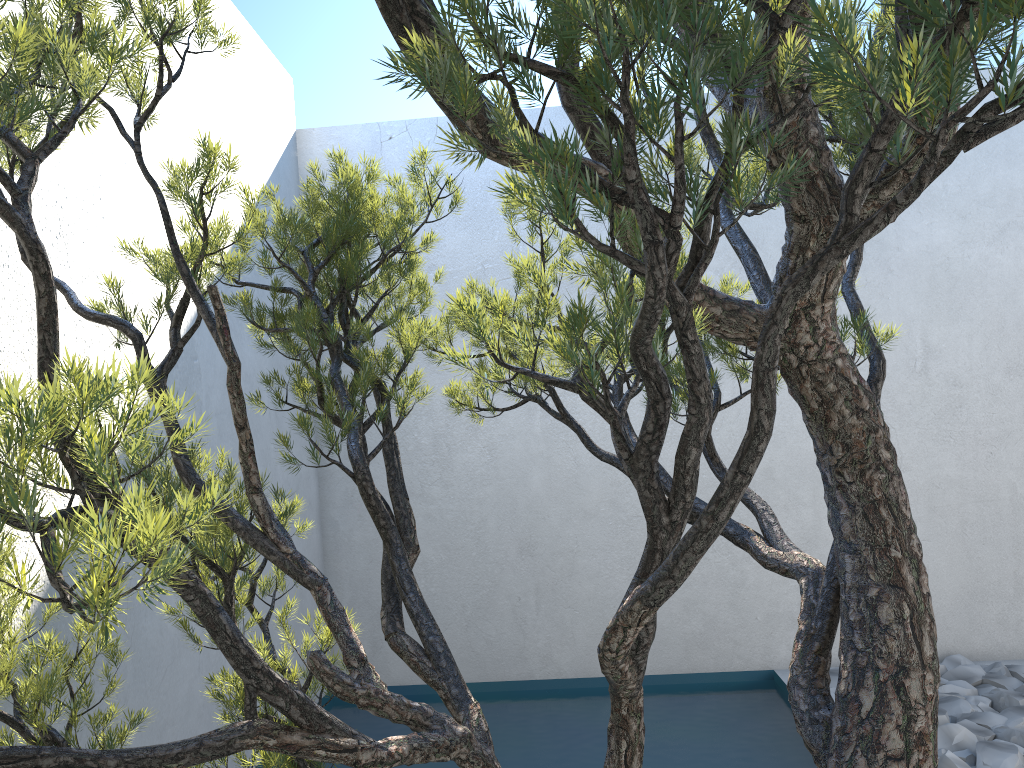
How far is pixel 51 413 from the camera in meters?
0.7 m

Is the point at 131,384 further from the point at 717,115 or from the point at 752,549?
the point at 717,115

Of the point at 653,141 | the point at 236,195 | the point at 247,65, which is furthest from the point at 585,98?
the point at 247,65

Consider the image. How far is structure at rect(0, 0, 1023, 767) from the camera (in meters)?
0.70

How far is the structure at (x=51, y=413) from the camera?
0.70m
